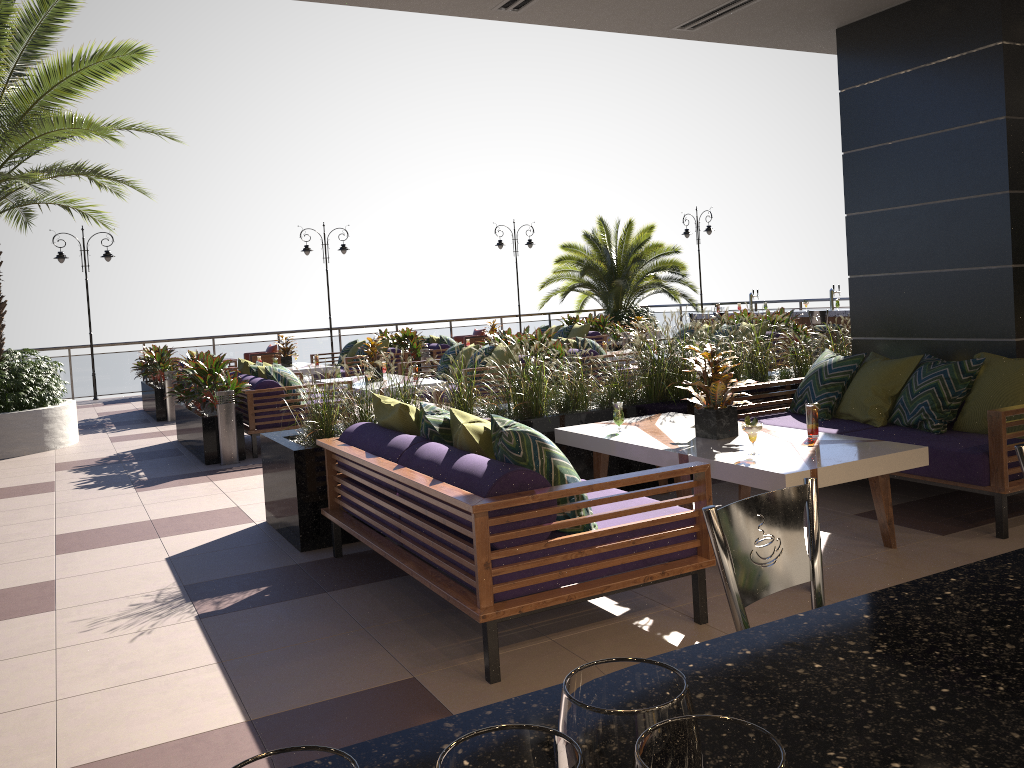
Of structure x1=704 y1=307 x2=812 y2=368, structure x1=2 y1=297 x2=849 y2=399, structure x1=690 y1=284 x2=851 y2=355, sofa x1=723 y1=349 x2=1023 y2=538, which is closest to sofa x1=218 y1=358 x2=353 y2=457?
sofa x1=723 y1=349 x2=1023 y2=538

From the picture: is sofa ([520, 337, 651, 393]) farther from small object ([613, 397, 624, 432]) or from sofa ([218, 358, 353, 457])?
small object ([613, 397, 624, 432])

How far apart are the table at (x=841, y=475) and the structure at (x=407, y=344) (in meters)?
8.73

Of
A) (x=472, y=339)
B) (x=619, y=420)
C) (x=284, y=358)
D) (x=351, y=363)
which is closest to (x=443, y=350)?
(x=351, y=363)

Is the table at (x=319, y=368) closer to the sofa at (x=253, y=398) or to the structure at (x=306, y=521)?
the sofa at (x=253, y=398)

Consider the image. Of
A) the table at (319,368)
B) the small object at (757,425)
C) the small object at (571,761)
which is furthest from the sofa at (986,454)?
the table at (319,368)

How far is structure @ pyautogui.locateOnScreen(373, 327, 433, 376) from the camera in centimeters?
1439cm

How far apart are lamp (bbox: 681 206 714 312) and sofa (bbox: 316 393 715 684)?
16.2 meters

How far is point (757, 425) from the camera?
4.37m

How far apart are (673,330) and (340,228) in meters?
8.5
